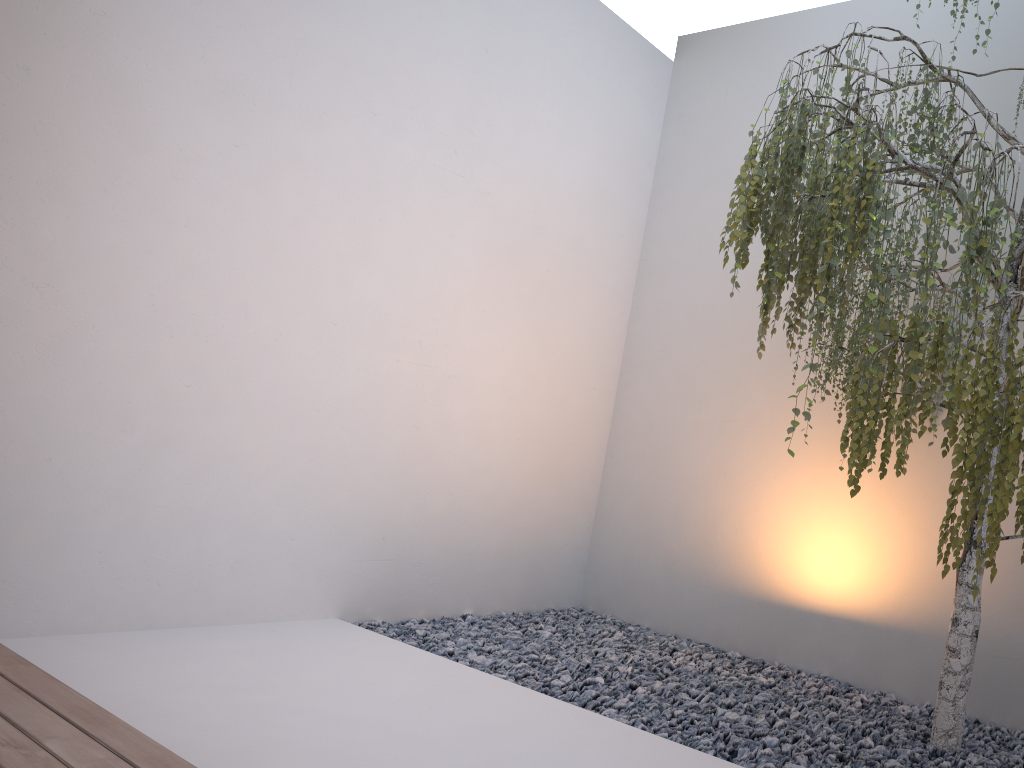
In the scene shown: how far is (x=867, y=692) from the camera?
3.4 meters

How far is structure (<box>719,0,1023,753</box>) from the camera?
2.0 meters

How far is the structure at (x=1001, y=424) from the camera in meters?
2.0 m

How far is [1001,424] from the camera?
1.96m
